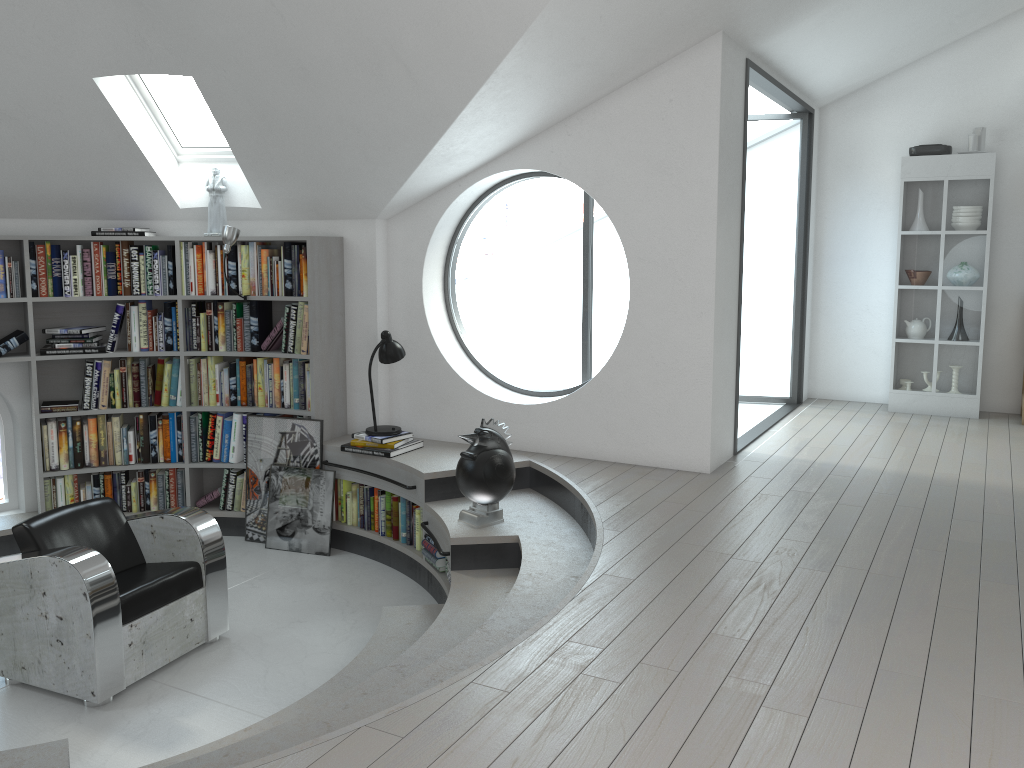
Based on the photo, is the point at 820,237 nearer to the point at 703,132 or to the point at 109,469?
the point at 703,132

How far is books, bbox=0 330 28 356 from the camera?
5.6 meters

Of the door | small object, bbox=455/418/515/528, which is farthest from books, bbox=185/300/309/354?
the door

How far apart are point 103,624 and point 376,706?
1.6 meters

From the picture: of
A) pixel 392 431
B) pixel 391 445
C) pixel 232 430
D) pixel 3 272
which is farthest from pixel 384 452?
pixel 3 272

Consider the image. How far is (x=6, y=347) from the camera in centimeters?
565cm

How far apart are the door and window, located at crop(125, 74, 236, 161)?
4.0m

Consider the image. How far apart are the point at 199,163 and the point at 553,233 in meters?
31.3 m

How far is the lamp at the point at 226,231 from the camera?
5.6m

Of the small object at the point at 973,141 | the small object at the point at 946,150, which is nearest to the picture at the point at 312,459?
the small object at the point at 946,150
